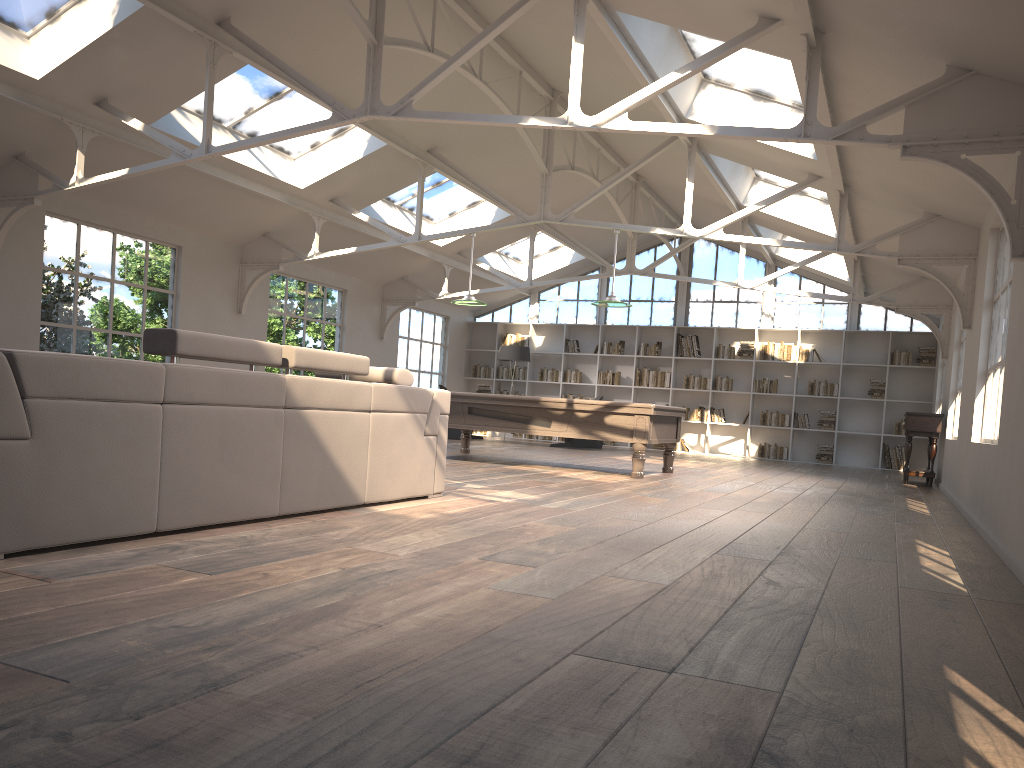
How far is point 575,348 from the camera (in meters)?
17.44

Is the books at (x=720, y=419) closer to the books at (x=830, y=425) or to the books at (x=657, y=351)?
the books at (x=657, y=351)

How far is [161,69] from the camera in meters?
7.7

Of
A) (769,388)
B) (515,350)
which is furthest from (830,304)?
(515,350)

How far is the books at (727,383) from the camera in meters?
16.3

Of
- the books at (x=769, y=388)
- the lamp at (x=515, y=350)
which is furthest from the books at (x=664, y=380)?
the lamp at (x=515, y=350)

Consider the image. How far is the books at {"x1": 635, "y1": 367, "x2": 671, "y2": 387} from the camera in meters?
16.7 m

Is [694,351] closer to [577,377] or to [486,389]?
[577,377]

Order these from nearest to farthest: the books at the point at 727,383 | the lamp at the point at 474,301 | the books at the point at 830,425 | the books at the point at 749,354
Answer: the lamp at the point at 474,301 < the books at the point at 830,425 < the books at the point at 749,354 < the books at the point at 727,383

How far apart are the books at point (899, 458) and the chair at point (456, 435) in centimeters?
740cm
